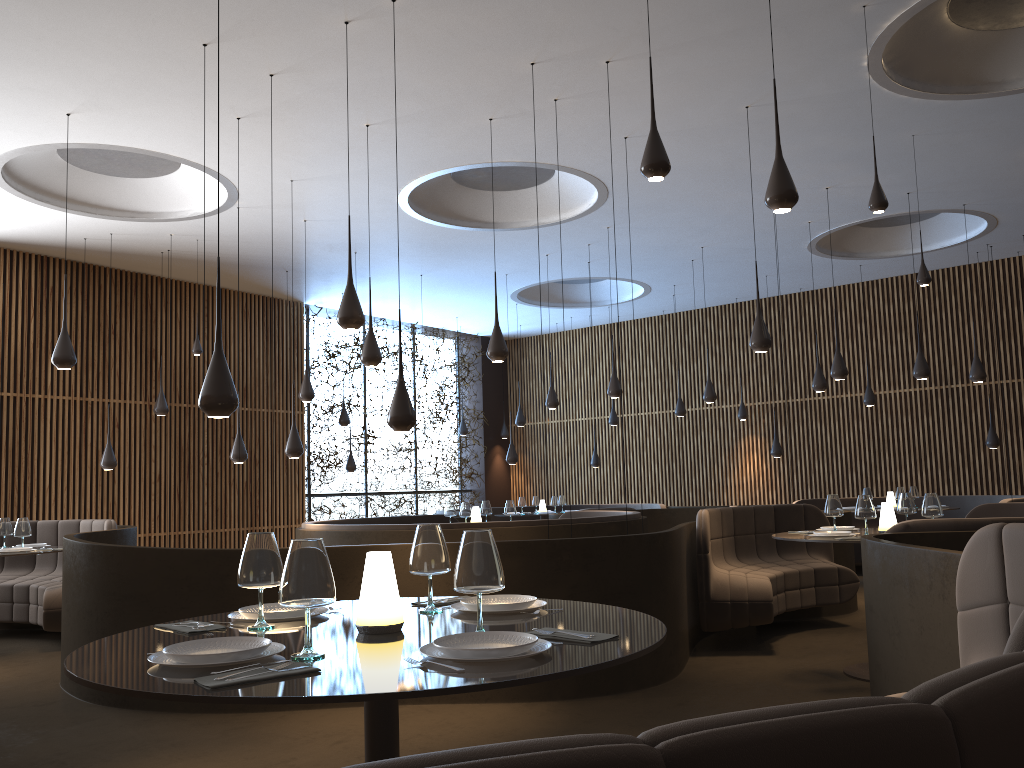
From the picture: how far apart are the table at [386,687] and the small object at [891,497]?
10.2 meters

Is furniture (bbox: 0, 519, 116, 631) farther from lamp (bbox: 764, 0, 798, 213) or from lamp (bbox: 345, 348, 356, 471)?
lamp (bbox: 764, 0, 798, 213)

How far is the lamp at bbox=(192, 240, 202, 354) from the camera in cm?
1132

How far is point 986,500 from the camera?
12.54m

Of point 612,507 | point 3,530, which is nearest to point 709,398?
point 612,507

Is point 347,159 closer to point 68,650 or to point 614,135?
point 614,135

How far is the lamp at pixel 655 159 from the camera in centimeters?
377cm

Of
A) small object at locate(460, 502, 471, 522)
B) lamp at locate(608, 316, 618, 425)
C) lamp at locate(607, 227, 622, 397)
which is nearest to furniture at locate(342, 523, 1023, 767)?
small object at locate(460, 502, 471, 522)

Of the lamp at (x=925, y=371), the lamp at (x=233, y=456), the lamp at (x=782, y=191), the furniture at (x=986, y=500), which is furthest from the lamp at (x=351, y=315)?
the furniture at (x=986, y=500)

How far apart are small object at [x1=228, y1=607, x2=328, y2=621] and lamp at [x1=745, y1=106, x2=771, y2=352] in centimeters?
553cm
